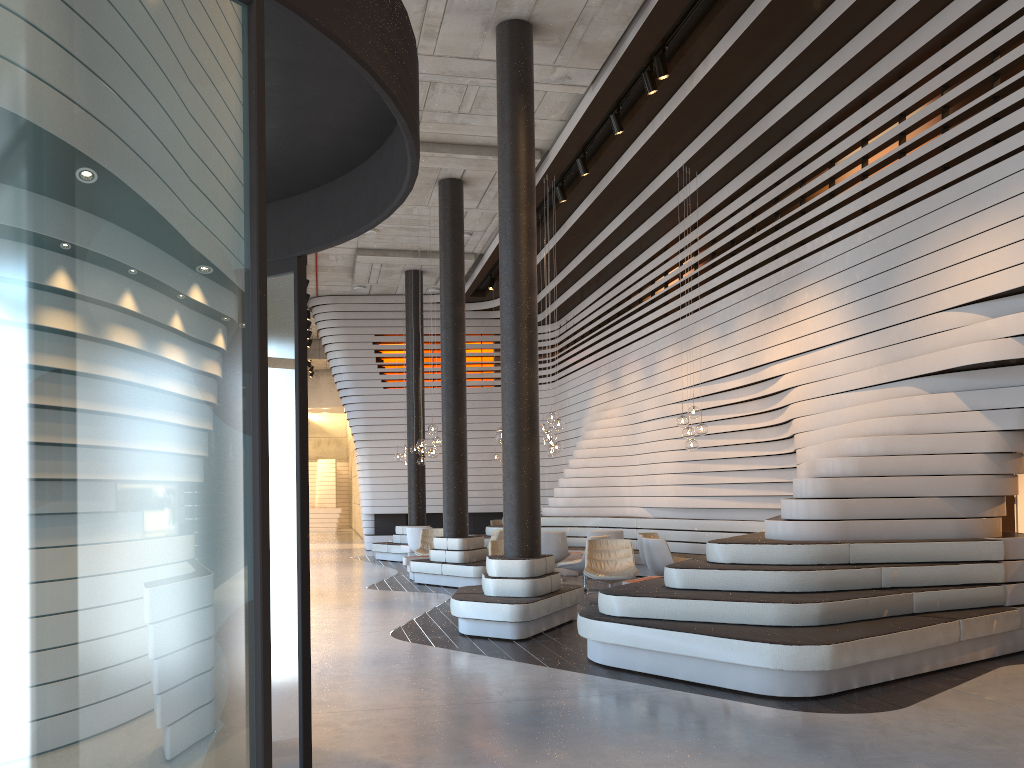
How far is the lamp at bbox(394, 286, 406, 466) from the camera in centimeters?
1958cm

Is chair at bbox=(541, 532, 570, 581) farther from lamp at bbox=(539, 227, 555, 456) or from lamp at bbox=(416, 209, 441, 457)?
lamp at bbox=(416, 209, 441, 457)

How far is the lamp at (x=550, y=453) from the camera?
14.8 meters

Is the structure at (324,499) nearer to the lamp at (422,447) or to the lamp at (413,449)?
the lamp at (413,449)

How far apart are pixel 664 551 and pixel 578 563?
1.3 meters

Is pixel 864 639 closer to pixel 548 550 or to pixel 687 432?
pixel 687 432

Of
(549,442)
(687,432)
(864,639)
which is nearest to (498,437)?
(549,442)

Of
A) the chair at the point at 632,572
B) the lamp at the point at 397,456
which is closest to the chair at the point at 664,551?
the chair at the point at 632,572

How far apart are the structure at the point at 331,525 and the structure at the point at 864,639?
11.3m

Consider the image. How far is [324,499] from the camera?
35.7 meters
